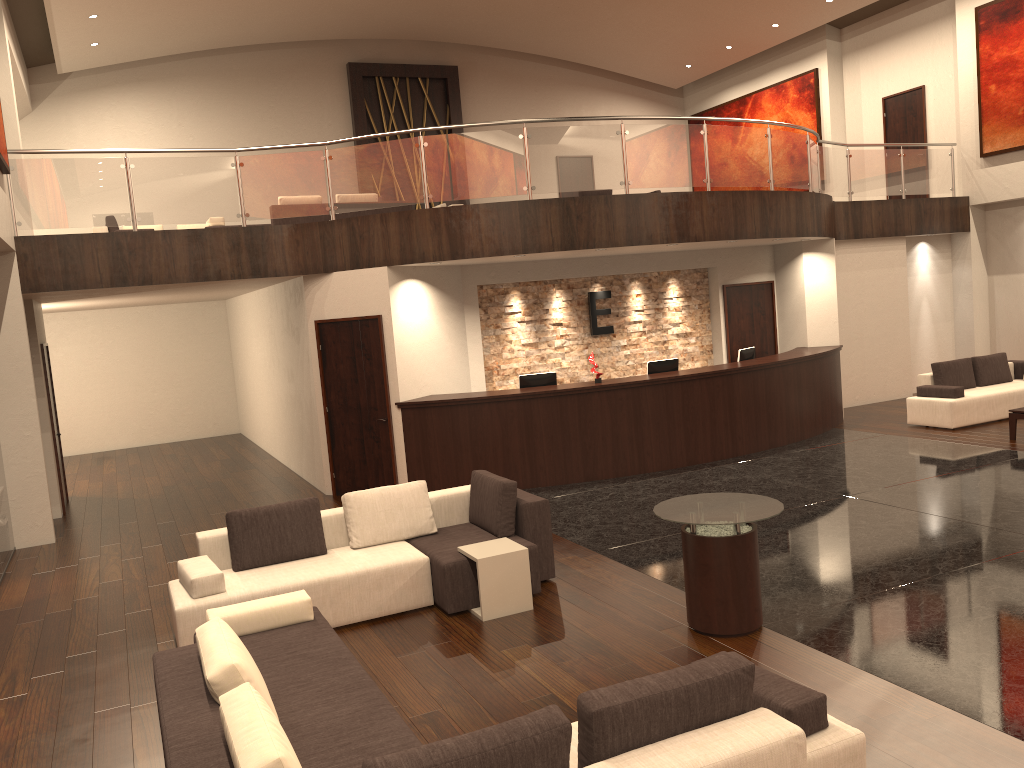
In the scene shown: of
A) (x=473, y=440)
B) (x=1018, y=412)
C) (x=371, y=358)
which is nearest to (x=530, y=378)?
(x=473, y=440)

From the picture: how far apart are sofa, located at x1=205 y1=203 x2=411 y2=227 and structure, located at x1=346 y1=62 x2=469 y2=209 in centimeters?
556cm

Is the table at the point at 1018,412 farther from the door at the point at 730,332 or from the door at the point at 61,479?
the door at the point at 61,479

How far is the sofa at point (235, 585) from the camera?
6.3 meters

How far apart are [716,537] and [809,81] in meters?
15.9 m

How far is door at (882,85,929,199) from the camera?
16.9m

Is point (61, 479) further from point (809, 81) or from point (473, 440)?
point (809, 81)

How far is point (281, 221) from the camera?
14.1m

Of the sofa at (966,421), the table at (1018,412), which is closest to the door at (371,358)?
the sofa at (966,421)

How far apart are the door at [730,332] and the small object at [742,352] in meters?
1.3
